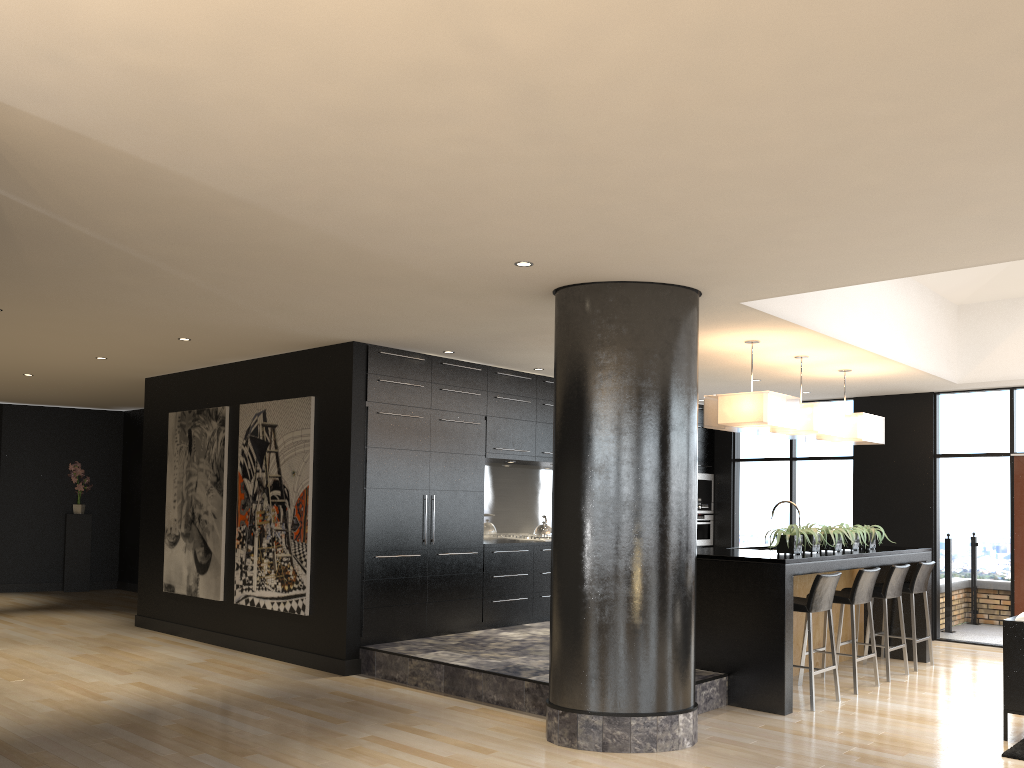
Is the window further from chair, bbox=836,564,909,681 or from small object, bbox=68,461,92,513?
small object, bbox=68,461,92,513

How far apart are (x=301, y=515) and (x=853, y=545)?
4.7 meters

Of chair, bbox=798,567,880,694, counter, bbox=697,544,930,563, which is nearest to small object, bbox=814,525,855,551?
counter, bbox=697,544,930,563

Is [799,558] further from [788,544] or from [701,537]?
[701,537]

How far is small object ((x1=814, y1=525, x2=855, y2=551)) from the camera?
7.2m

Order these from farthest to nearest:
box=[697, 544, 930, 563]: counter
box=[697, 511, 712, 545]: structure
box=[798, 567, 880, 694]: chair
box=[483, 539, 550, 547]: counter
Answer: box=[697, 511, 712, 545]: structure → box=[483, 539, 550, 547]: counter → box=[798, 567, 880, 694]: chair → box=[697, 544, 930, 563]: counter

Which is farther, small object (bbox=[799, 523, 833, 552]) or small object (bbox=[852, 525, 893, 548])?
small object (bbox=[852, 525, 893, 548])

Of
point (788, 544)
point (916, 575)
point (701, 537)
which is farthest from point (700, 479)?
point (788, 544)

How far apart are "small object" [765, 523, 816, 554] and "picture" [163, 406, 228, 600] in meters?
5.1 m

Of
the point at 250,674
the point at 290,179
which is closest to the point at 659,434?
the point at 290,179
